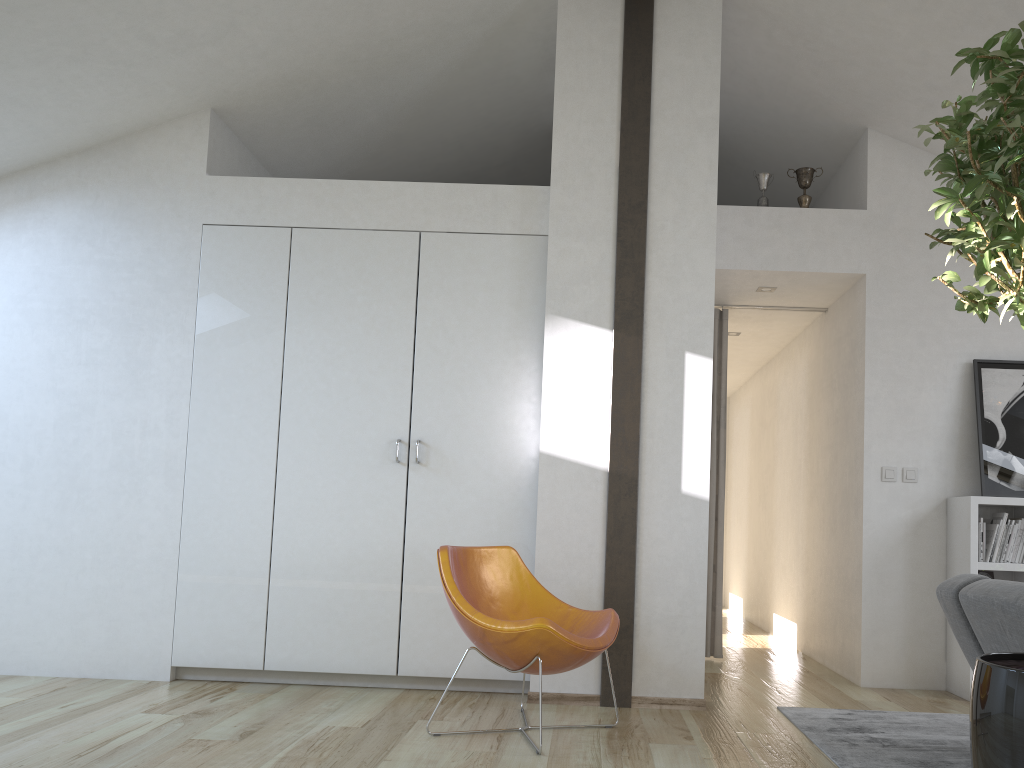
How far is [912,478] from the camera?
4.9m

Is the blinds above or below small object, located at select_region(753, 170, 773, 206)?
below

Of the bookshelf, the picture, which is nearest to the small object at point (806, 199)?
the picture

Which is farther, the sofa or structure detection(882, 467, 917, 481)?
structure detection(882, 467, 917, 481)

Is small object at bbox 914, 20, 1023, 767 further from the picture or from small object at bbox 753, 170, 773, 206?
small object at bbox 753, 170, 773, 206

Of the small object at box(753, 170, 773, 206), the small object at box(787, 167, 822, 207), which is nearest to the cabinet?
the small object at box(753, 170, 773, 206)

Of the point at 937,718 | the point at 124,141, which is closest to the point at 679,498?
the point at 937,718

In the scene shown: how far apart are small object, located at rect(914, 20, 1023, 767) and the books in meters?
2.7 m

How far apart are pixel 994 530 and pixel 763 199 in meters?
2.2 m

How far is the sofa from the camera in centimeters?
293cm
